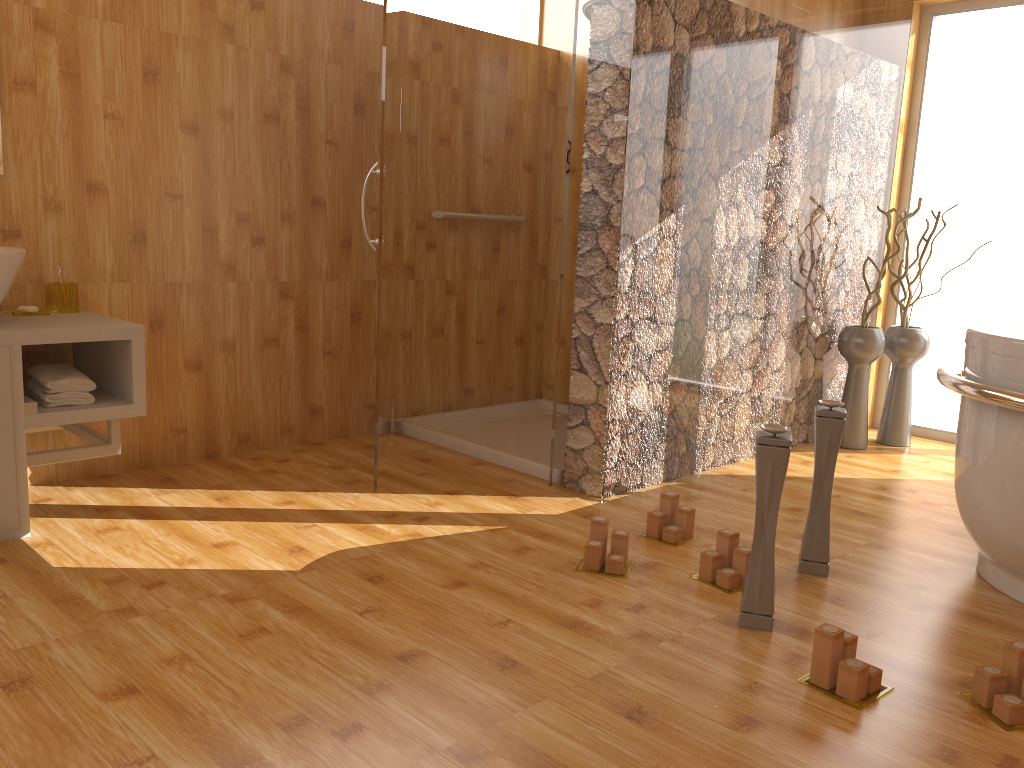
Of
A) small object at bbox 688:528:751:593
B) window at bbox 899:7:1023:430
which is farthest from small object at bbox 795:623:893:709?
window at bbox 899:7:1023:430

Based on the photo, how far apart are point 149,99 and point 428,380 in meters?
1.6

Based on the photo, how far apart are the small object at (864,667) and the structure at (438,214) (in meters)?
2.55

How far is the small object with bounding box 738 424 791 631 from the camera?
2.00m

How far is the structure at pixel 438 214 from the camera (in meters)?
3.84

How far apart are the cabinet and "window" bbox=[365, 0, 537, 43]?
1.92m

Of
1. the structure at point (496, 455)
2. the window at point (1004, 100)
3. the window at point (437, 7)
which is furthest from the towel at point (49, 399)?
the window at point (1004, 100)

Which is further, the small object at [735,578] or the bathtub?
the small object at [735,578]

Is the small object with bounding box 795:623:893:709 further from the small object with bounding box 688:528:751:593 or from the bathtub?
the bathtub

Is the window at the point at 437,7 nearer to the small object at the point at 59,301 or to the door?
the door
